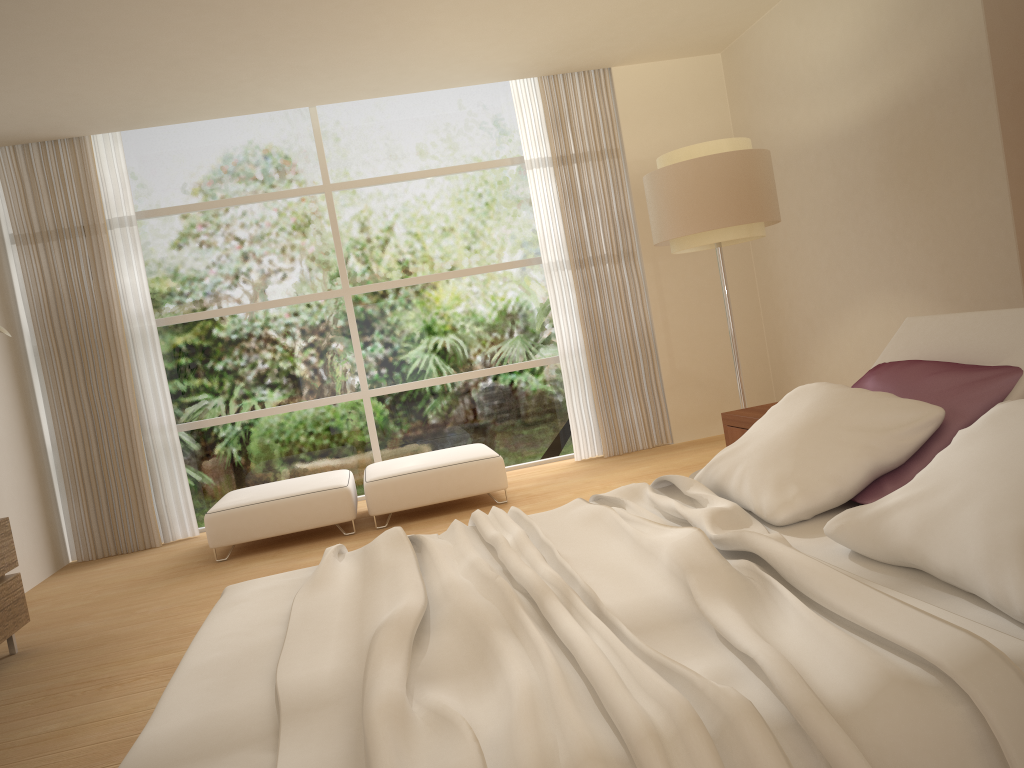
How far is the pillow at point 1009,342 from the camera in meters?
2.7

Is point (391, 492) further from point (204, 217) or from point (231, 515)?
point (204, 217)

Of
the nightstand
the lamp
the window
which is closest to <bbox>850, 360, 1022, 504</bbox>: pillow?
the nightstand

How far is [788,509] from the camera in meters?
2.4

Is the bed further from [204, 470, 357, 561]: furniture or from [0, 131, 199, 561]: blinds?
[0, 131, 199, 561]: blinds

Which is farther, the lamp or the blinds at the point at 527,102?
the blinds at the point at 527,102

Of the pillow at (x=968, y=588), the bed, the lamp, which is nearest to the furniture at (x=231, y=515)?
the lamp

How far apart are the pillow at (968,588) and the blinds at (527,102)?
4.1 meters

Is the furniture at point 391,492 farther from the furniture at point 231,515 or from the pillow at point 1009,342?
the pillow at point 1009,342

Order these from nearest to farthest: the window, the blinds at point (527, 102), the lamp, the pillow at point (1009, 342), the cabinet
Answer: the pillow at point (1009, 342) < the cabinet < the lamp < the window < the blinds at point (527, 102)
